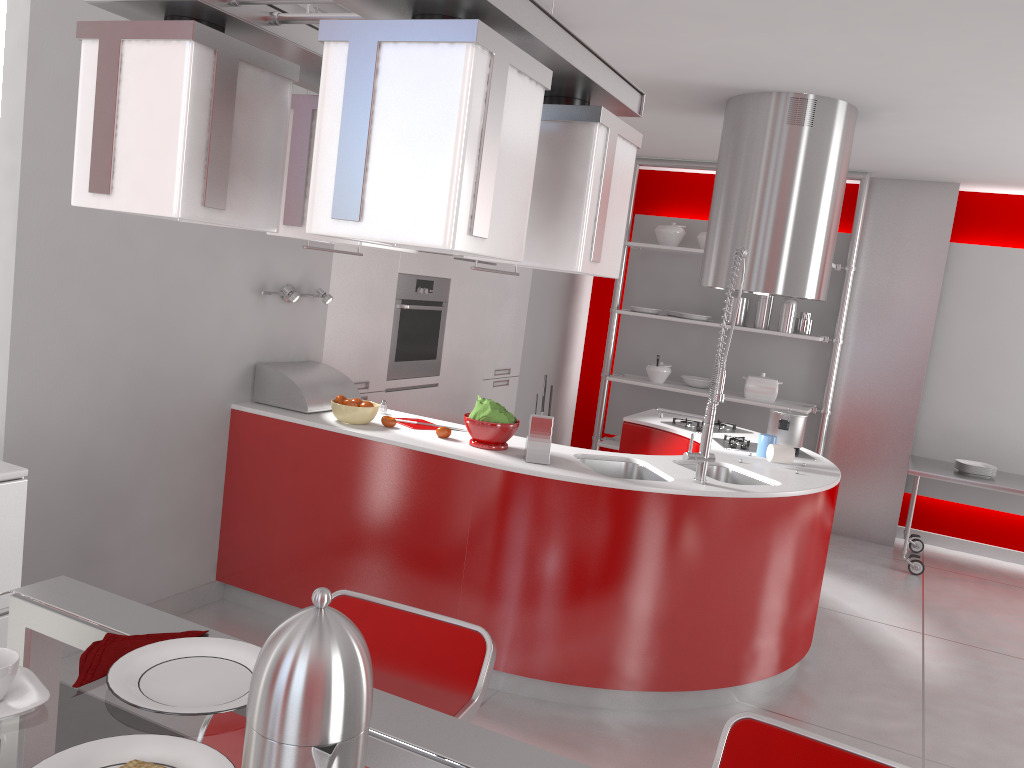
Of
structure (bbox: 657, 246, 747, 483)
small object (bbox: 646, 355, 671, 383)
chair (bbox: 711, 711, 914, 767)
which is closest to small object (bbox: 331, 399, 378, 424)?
structure (bbox: 657, 246, 747, 483)

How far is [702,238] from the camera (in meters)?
6.49

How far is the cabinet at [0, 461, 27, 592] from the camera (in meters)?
2.40

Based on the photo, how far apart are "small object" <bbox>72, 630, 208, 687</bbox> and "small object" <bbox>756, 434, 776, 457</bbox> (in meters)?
3.23

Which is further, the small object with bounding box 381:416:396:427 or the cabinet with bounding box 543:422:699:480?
the cabinet with bounding box 543:422:699:480

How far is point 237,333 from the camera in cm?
378

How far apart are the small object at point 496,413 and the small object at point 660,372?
3.3 meters

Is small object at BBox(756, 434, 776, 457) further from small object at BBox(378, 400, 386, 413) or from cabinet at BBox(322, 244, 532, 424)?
cabinet at BBox(322, 244, 532, 424)

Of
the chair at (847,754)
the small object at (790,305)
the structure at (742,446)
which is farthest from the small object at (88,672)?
the small object at (790,305)

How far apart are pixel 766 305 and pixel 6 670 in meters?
5.9 m
